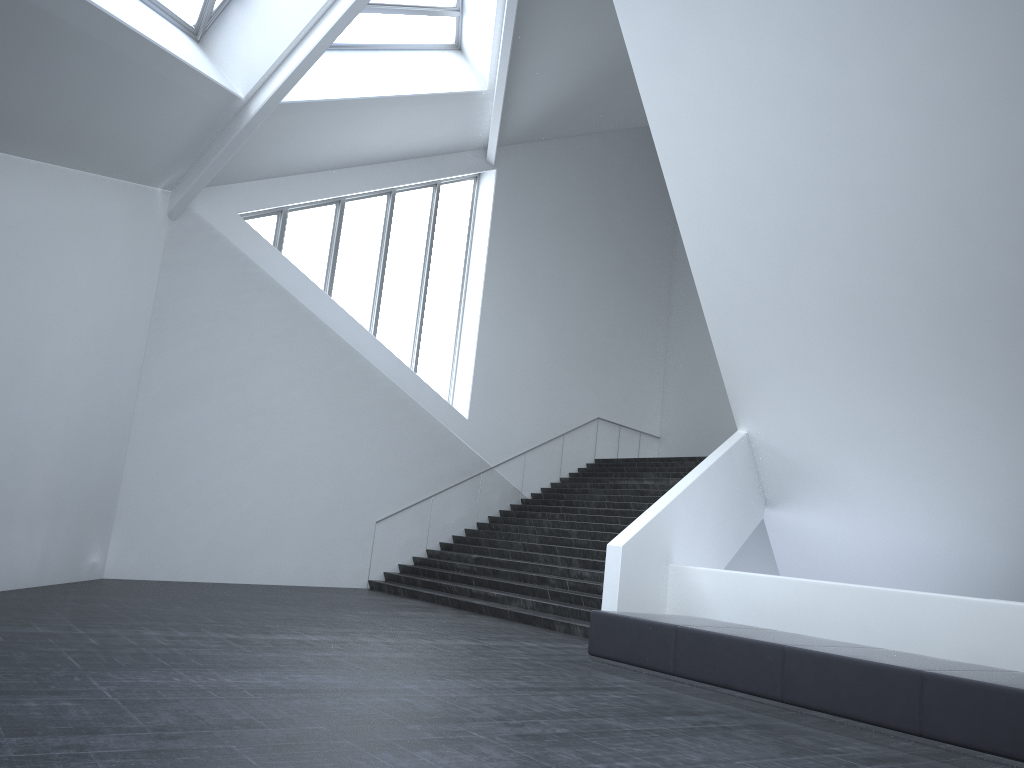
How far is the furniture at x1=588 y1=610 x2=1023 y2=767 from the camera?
5.8 meters

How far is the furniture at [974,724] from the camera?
5.8m

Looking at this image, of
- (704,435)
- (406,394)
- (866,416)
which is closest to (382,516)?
(406,394)

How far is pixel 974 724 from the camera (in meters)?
5.79
